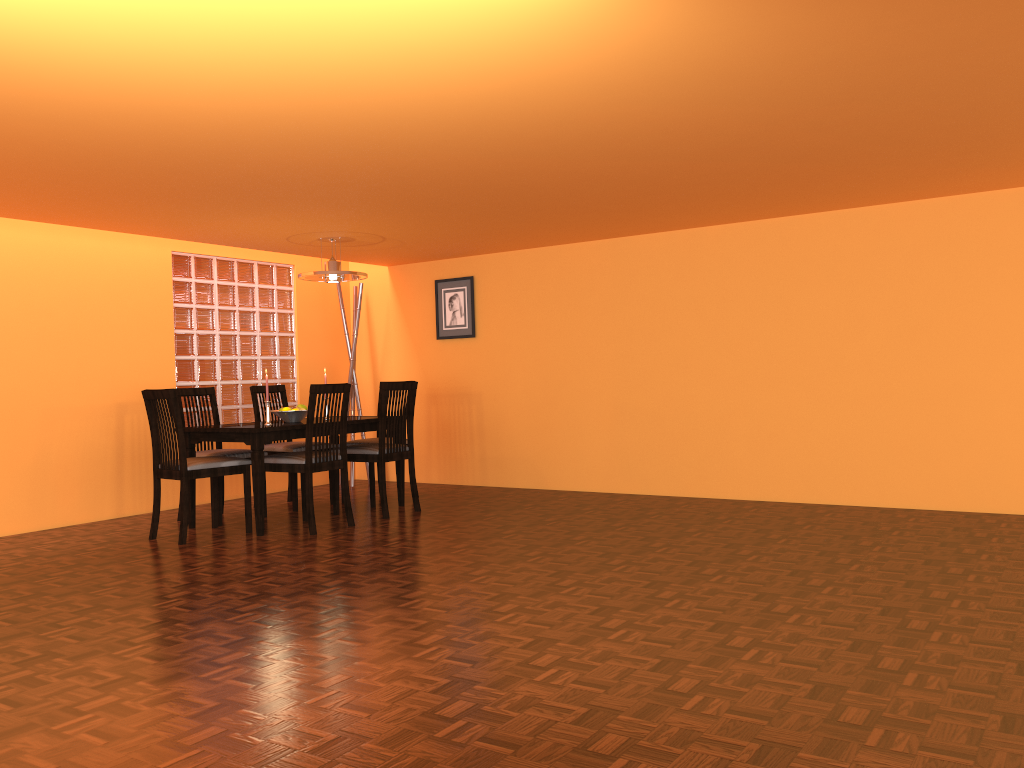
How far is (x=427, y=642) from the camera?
2.73m

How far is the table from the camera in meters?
4.7 m

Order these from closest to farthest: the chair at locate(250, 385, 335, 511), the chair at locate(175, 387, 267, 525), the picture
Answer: the chair at locate(175, 387, 267, 525) < the chair at locate(250, 385, 335, 511) < the picture

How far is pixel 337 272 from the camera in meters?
5.4

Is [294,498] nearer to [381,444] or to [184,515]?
[381,444]

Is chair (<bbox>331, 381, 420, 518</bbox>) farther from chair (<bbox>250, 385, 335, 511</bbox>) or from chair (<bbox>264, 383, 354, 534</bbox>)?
chair (<bbox>250, 385, 335, 511</bbox>)

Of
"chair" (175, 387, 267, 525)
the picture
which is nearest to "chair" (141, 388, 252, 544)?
"chair" (175, 387, 267, 525)

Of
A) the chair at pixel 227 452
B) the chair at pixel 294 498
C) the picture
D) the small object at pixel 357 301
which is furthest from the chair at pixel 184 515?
the picture

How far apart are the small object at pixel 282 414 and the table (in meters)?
0.07

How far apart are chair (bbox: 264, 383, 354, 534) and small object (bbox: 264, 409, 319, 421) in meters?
0.3 m
